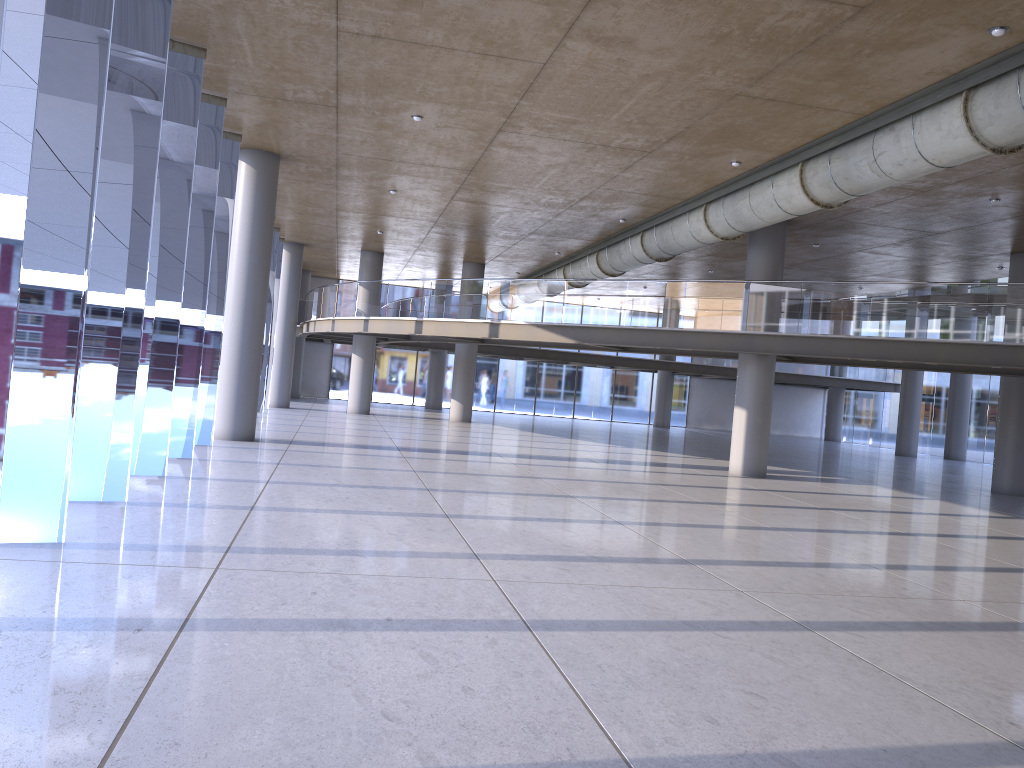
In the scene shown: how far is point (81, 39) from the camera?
25.85m
